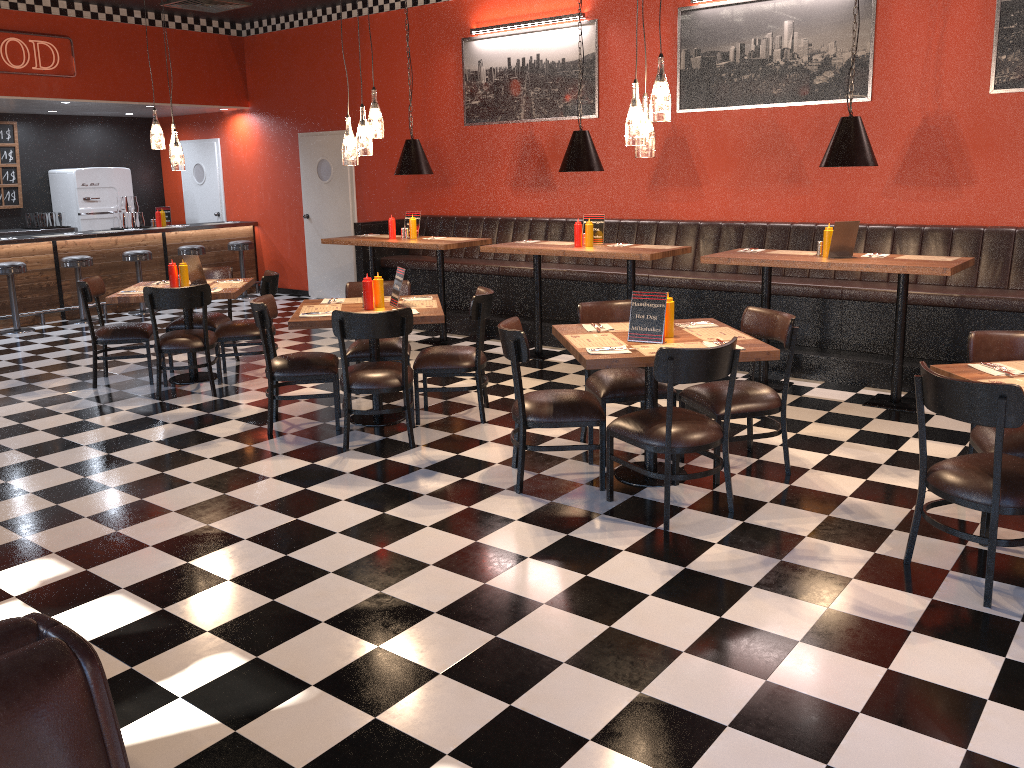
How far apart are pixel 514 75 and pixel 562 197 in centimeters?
138cm

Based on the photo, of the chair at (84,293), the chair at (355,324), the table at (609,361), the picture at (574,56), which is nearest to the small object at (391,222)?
the picture at (574,56)

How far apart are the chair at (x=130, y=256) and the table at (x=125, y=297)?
3.9m

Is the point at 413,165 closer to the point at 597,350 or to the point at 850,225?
the point at 850,225

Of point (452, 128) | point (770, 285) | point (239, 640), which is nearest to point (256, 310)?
point (239, 640)

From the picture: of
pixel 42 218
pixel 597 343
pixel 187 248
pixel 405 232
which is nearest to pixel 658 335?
pixel 597 343

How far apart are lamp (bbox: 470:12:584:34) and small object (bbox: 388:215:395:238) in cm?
239

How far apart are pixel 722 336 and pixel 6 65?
8.83m

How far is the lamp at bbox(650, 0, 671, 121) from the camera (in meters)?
4.27

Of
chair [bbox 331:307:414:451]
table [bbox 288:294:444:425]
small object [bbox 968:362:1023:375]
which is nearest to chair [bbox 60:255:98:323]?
table [bbox 288:294:444:425]
